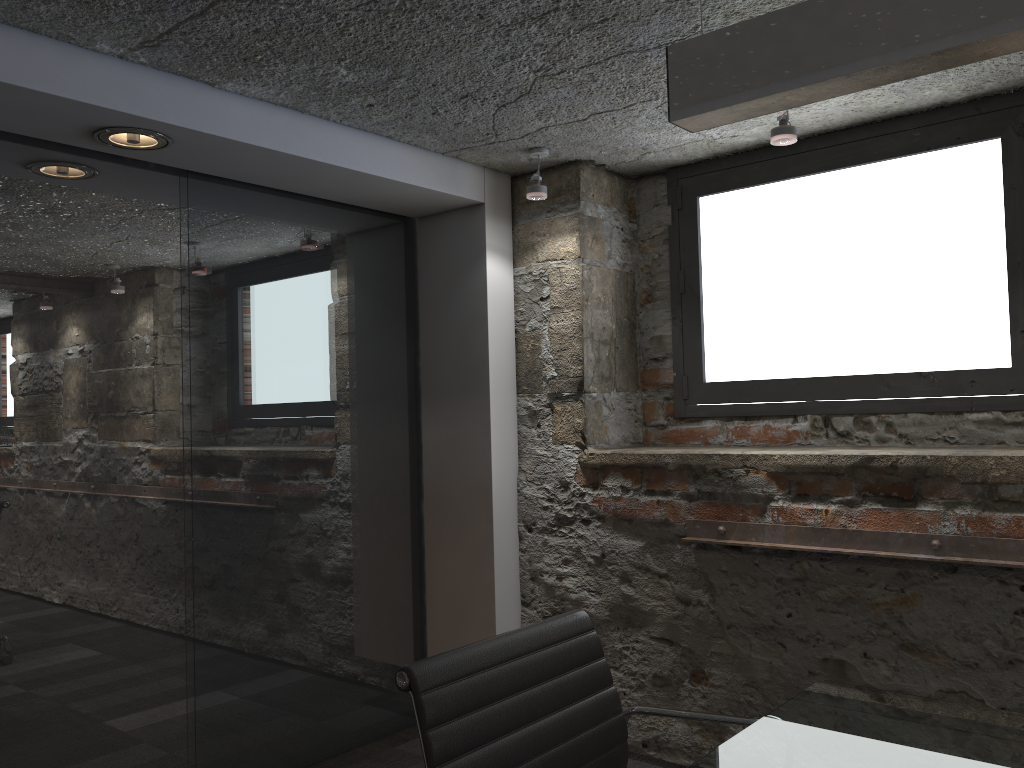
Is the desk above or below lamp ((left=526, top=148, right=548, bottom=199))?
below

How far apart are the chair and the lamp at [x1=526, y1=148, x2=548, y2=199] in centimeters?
184cm

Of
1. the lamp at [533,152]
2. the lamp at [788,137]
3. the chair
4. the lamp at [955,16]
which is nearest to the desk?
the chair

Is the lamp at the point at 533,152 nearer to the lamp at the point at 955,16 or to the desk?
the lamp at the point at 955,16

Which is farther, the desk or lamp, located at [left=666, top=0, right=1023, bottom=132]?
the desk

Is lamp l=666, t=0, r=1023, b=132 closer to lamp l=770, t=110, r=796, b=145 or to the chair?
the chair

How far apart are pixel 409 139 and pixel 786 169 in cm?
133

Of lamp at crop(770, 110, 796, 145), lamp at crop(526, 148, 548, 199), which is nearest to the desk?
lamp at crop(770, 110, 796, 145)

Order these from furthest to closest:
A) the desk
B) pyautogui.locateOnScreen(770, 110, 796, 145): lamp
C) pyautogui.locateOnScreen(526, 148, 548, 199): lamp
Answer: pyautogui.locateOnScreen(526, 148, 548, 199): lamp → pyautogui.locateOnScreen(770, 110, 796, 145): lamp → the desk

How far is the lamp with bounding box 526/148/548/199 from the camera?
3.1 meters
